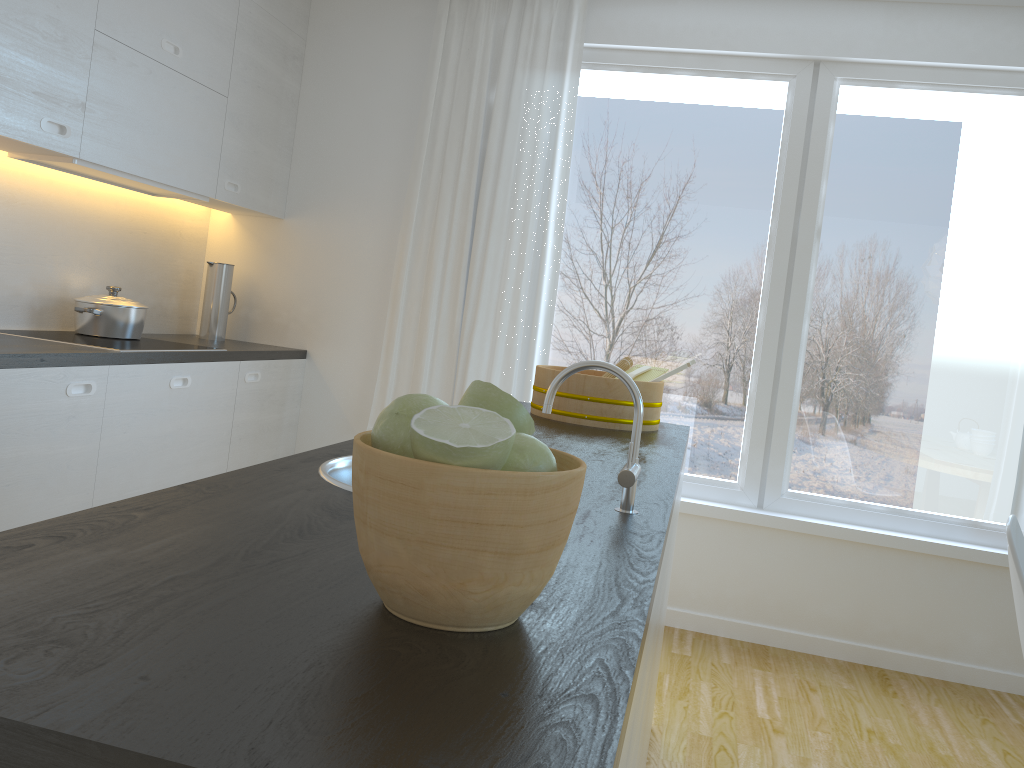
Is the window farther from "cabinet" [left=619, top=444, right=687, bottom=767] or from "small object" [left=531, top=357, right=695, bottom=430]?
"cabinet" [left=619, top=444, right=687, bottom=767]

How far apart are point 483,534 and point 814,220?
3.4m

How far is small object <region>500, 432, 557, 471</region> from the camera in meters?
0.7

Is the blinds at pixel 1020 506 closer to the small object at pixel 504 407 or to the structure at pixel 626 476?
the structure at pixel 626 476

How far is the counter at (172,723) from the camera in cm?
53

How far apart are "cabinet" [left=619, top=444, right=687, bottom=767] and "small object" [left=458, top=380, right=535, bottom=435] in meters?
0.3 m

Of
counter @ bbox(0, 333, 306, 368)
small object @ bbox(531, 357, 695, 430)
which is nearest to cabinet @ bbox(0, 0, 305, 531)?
counter @ bbox(0, 333, 306, 368)

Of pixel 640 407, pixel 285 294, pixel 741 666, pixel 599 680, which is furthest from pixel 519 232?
pixel 599 680

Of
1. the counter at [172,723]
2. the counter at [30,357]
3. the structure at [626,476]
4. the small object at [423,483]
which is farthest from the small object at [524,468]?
the counter at [30,357]

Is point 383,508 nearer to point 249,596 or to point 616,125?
point 249,596
